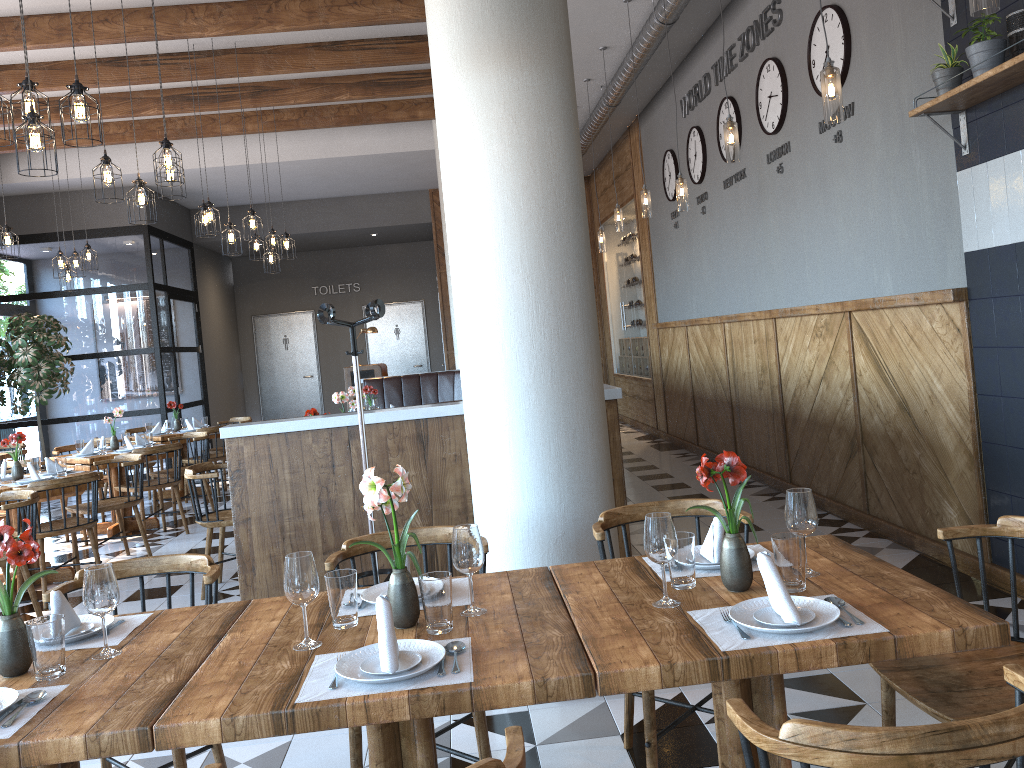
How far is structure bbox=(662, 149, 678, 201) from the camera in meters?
9.5 m

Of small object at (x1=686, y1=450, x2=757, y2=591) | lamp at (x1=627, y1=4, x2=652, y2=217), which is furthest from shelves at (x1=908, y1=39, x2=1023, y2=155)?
lamp at (x1=627, y1=4, x2=652, y2=217)

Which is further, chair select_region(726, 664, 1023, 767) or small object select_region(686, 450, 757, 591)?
small object select_region(686, 450, 757, 591)

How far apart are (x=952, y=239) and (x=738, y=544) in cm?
307

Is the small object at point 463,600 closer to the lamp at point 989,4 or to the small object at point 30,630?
the small object at point 30,630

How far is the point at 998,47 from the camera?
3.77m

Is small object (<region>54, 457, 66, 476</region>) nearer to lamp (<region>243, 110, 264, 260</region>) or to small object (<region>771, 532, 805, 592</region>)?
lamp (<region>243, 110, 264, 260</region>)

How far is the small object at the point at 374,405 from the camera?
8.9m

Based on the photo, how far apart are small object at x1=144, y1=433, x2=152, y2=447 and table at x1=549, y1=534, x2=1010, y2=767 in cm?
671

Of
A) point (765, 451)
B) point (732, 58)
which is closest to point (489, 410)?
point (765, 451)
